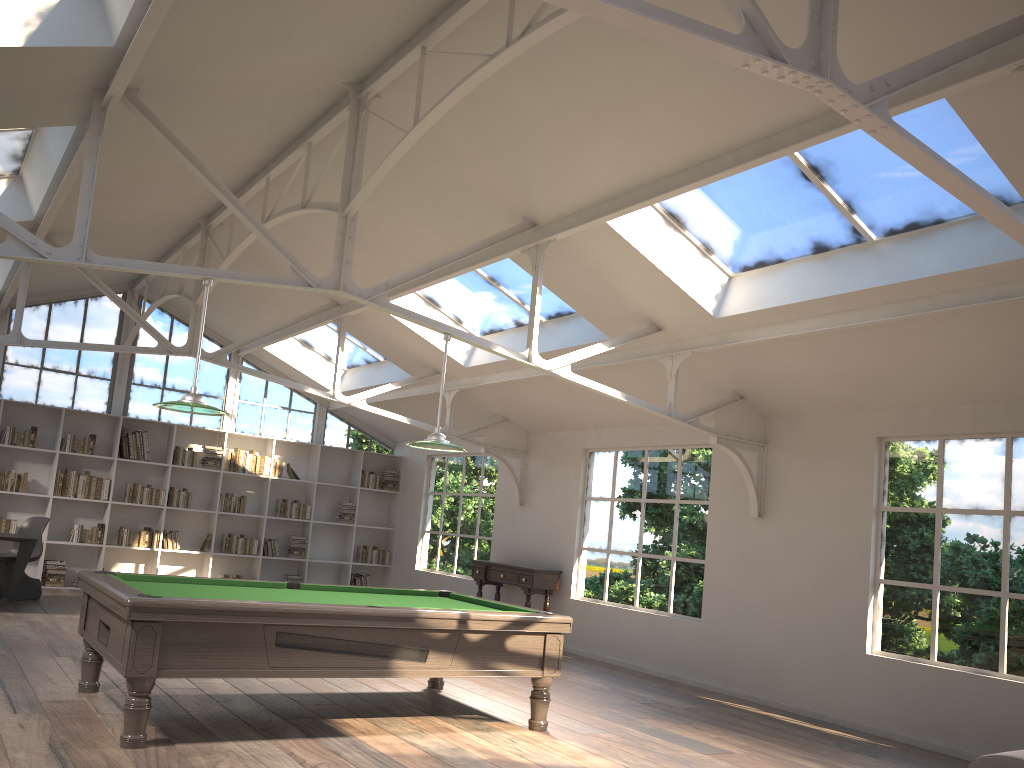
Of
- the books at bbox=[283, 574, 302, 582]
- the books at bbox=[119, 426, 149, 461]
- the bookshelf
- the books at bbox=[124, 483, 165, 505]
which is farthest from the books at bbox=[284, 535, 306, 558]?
the books at bbox=[119, 426, 149, 461]

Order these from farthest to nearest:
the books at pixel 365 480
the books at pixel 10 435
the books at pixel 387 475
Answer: the books at pixel 387 475
the books at pixel 365 480
the books at pixel 10 435

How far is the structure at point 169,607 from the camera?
4.4m

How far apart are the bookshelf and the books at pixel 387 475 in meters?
0.2 m

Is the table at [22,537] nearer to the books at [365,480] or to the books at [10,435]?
the books at [10,435]

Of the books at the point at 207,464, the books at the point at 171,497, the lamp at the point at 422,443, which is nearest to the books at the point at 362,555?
the books at the point at 207,464

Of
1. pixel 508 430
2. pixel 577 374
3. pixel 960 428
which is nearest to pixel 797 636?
pixel 960 428

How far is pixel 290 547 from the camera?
12.8m

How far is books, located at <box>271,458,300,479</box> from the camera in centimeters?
1280cm

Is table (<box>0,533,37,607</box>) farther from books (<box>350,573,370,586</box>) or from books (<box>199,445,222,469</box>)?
books (<box>350,573,370,586</box>)
